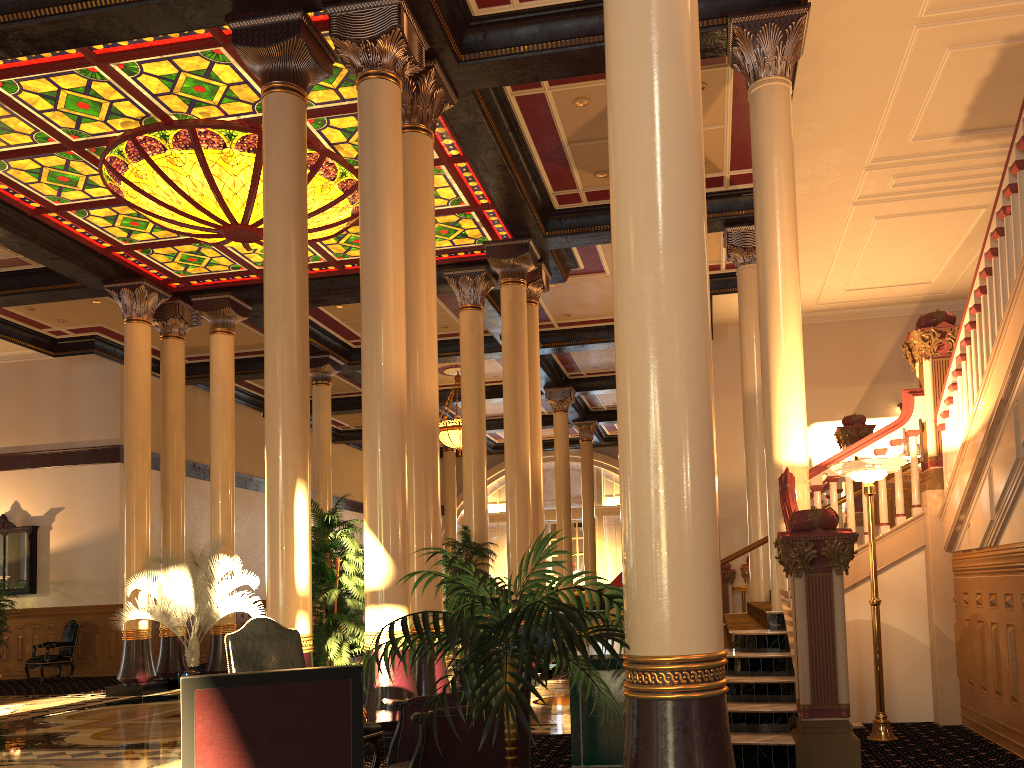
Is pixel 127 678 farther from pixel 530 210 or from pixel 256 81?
pixel 530 210

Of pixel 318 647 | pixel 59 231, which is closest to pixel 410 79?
pixel 318 647

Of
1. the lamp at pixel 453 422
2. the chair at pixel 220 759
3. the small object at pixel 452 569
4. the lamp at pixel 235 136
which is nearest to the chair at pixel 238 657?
the chair at pixel 220 759

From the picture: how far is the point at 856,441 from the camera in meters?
11.0

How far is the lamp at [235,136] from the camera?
9.8m

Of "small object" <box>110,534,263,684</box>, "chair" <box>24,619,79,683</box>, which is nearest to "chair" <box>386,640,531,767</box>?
"small object" <box>110,534,263,684</box>

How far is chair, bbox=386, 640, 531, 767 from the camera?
3.9 meters

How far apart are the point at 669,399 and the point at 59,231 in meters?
11.6 m

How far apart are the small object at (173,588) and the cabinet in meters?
9.6 m

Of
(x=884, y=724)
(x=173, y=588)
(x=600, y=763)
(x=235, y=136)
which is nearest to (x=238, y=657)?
(x=600, y=763)
